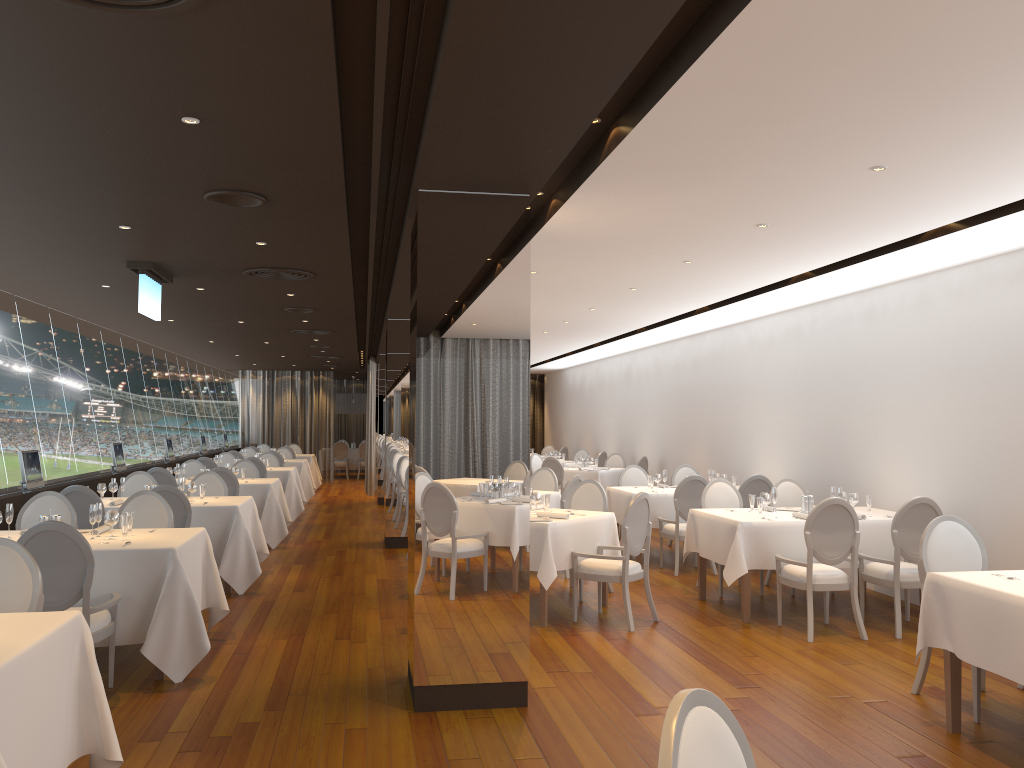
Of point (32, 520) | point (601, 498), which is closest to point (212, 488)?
point (32, 520)

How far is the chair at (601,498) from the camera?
8.67m

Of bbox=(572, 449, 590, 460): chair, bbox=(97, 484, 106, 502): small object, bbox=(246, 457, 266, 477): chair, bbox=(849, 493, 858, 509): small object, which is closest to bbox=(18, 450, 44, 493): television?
bbox=(97, 484, 106, 502): small object

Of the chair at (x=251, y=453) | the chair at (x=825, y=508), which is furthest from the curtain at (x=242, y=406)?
the chair at (x=825, y=508)

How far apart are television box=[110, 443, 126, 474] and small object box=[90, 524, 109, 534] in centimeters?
558cm

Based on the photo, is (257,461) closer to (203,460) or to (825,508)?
(203,460)

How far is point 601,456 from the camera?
17.52m

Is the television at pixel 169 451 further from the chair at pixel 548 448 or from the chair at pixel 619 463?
the chair at pixel 548 448

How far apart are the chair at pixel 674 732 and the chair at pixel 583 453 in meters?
17.1

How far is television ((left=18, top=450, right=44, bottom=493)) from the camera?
8.5 meters
